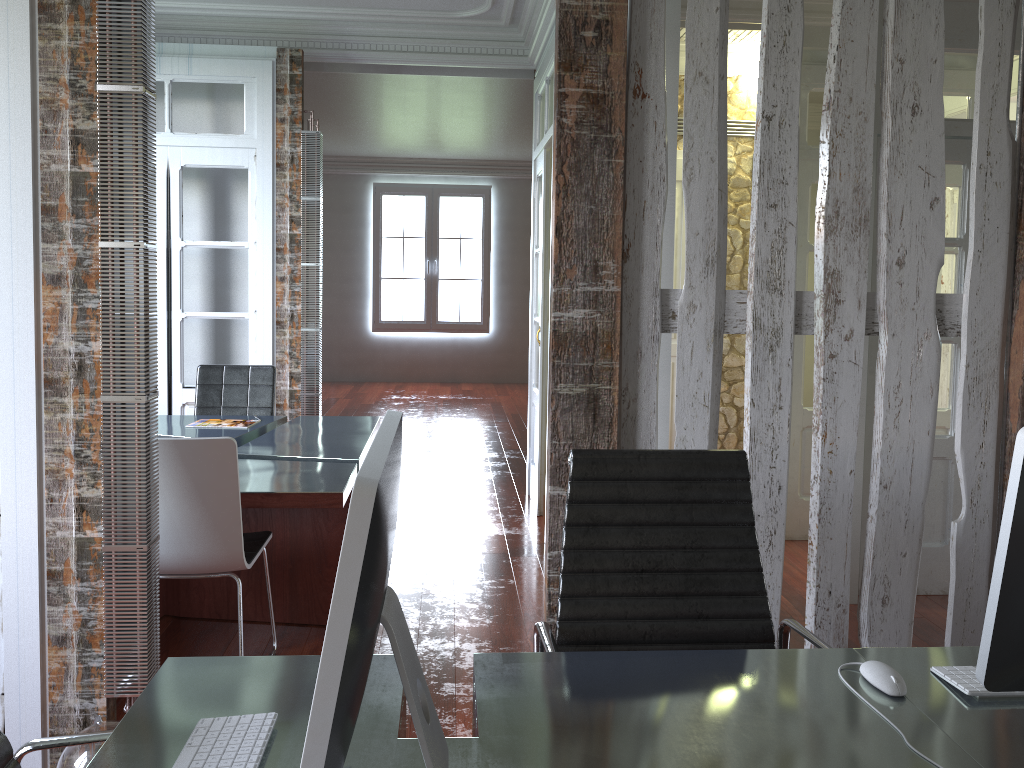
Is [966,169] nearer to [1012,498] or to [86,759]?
[1012,498]

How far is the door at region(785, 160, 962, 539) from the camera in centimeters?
474cm

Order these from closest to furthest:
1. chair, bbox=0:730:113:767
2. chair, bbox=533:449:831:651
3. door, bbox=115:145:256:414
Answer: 1. chair, bbox=0:730:113:767
2. chair, bbox=533:449:831:651
3. door, bbox=115:145:256:414

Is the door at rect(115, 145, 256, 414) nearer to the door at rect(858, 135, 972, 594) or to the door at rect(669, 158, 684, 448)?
the door at rect(669, 158, 684, 448)

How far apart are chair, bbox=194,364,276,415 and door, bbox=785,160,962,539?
2.9m

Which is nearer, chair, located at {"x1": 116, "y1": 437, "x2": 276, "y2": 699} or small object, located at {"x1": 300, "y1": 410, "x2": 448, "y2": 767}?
small object, located at {"x1": 300, "y1": 410, "x2": 448, "y2": 767}

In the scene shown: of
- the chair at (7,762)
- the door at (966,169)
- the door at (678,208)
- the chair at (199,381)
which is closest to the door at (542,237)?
the door at (678,208)

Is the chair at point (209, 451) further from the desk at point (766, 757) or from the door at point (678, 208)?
the door at point (678, 208)

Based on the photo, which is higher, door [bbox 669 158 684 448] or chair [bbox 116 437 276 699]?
door [bbox 669 158 684 448]

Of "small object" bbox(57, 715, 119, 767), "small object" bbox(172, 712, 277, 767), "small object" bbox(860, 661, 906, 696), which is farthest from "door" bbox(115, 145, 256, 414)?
"small object" bbox(860, 661, 906, 696)
